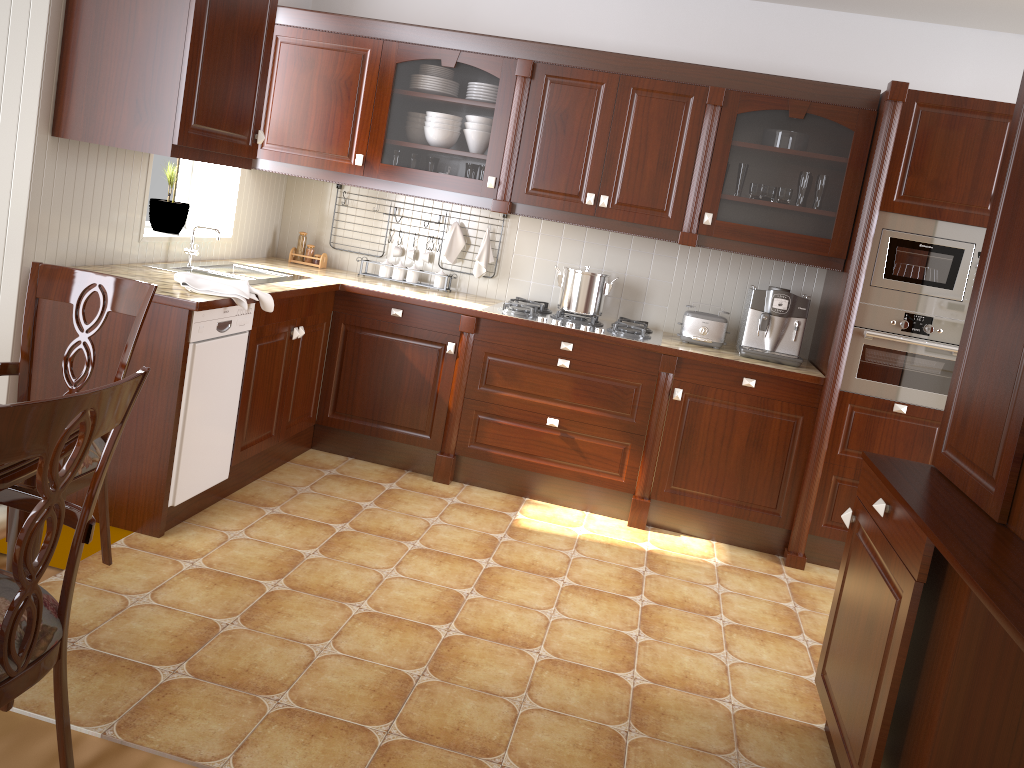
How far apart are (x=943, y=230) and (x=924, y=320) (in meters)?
0.37

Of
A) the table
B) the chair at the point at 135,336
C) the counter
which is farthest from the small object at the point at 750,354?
the table

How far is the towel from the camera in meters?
3.0 m

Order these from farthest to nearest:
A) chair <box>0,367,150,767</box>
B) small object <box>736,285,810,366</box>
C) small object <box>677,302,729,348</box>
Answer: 1. small object <box>677,302,729,348</box>
2. small object <box>736,285,810,366</box>
3. chair <box>0,367,150,767</box>

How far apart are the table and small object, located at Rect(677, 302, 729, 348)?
2.9m

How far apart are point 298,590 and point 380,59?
2.4 meters

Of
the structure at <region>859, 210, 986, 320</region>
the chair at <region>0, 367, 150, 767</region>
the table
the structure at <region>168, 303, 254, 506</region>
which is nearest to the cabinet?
the structure at <region>859, 210, 986, 320</region>

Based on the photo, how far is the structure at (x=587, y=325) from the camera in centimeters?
393cm

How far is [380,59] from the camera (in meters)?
3.99

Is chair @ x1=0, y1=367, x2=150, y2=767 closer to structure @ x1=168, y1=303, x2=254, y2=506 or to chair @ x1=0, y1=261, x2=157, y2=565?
chair @ x1=0, y1=261, x2=157, y2=565
